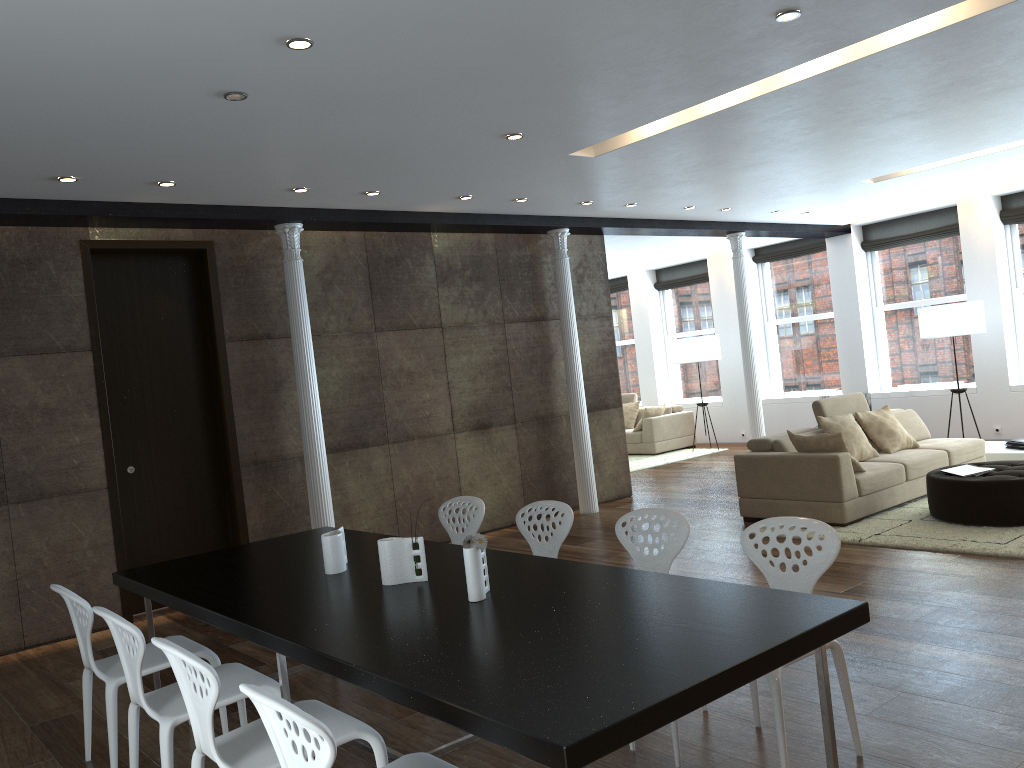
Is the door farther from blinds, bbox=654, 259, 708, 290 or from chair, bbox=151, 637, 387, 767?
blinds, bbox=654, 259, 708, 290

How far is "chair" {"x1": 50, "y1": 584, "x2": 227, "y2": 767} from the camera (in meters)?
3.61

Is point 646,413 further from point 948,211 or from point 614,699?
point 614,699

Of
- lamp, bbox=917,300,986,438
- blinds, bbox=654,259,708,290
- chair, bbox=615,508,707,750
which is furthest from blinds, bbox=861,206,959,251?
chair, bbox=615,508,707,750

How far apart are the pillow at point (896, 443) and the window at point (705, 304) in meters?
6.1 m

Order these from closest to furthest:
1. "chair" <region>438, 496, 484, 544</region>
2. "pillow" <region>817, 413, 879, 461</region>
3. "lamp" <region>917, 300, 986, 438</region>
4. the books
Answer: "chair" <region>438, 496, 484, 544</region> → the books → "pillow" <region>817, 413, 879, 461</region> → "lamp" <region>917, 300, 986, 438</region>

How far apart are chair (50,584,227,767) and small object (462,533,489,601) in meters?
1.5

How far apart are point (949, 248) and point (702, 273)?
4.0 meters

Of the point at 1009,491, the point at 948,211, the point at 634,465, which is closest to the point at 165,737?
the point at 1009,491

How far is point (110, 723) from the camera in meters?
3.6 m
